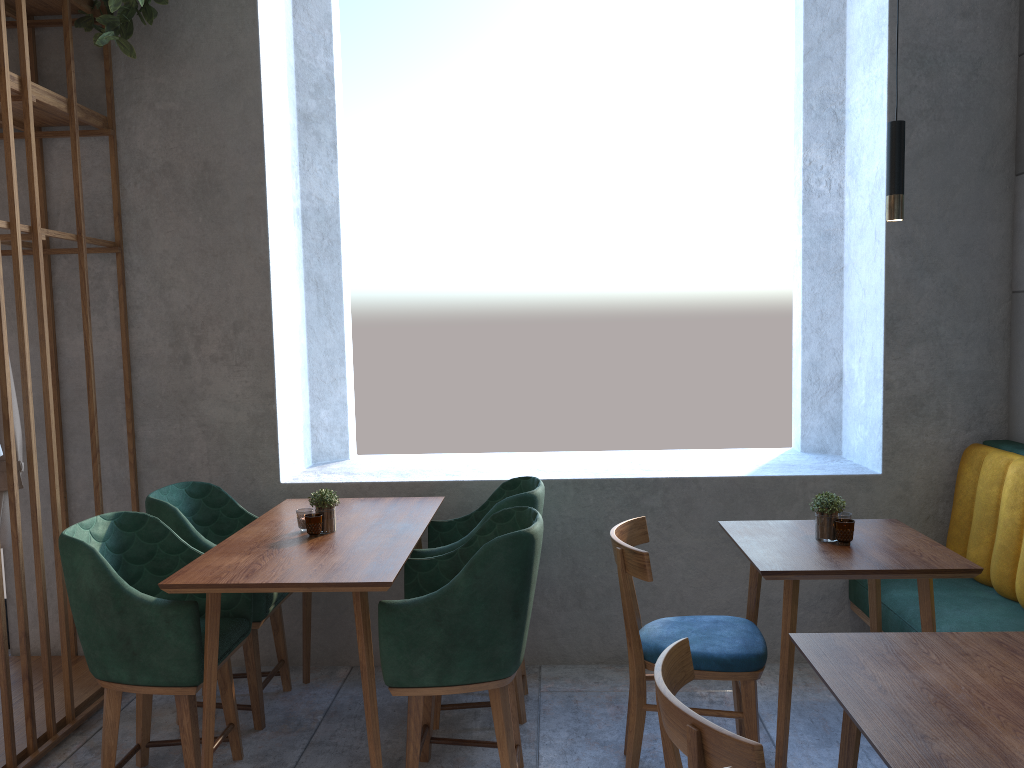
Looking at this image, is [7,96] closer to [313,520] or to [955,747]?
[313,520]

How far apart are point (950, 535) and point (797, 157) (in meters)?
1.88

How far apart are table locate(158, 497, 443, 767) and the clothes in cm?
77

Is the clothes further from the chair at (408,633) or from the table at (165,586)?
the chair at (408,633)

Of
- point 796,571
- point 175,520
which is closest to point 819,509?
point 796,571

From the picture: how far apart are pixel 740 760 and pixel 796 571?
1.12m

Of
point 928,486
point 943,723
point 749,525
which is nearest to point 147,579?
point 749,525

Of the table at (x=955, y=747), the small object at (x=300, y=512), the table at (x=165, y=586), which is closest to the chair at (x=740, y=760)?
the table at (x=955, y=747)

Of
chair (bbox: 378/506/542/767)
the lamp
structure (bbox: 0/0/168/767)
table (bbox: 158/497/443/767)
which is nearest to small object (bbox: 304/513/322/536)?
table (bbox: 158/497/443/767)

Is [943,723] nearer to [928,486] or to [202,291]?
[928,486]
